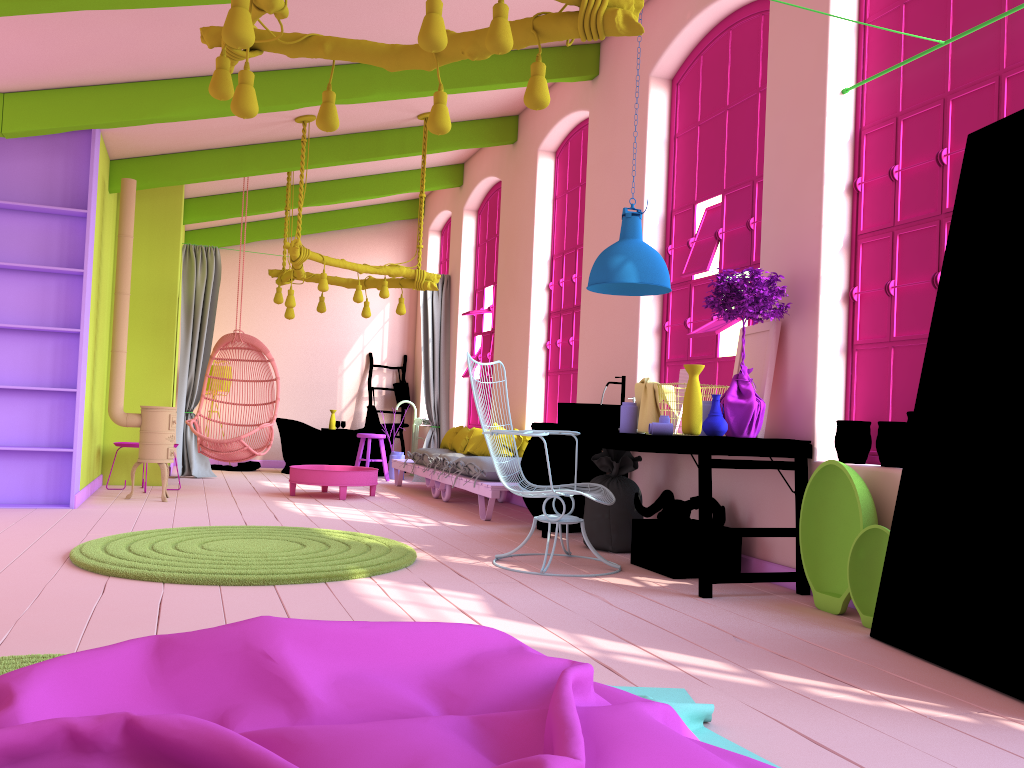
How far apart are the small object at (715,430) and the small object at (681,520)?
0.8m

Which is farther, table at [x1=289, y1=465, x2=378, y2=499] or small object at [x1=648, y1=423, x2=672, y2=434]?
table at [x1=289, y1=465, x2=378, y2=499]

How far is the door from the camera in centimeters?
316cm

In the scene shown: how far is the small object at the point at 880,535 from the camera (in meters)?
3.99

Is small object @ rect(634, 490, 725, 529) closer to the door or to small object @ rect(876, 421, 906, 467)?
small object @ rect(876, 421, 906, 467)

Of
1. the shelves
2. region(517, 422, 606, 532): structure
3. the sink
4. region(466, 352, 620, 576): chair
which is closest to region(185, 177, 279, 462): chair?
the shelves

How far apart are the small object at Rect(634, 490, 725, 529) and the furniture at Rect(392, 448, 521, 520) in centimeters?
184cm

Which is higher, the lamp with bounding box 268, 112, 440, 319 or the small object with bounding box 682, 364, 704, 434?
the lamp with bounding box 268, 112, 440, 319

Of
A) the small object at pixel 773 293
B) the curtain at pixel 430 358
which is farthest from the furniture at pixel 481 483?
the small object at pixel 773 293

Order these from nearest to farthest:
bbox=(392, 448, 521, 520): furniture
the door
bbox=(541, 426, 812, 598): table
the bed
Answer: the bed → the door → bbox=(541, 426, 812, 598): table → bbox=(392, 448, 521, 520): furniture
